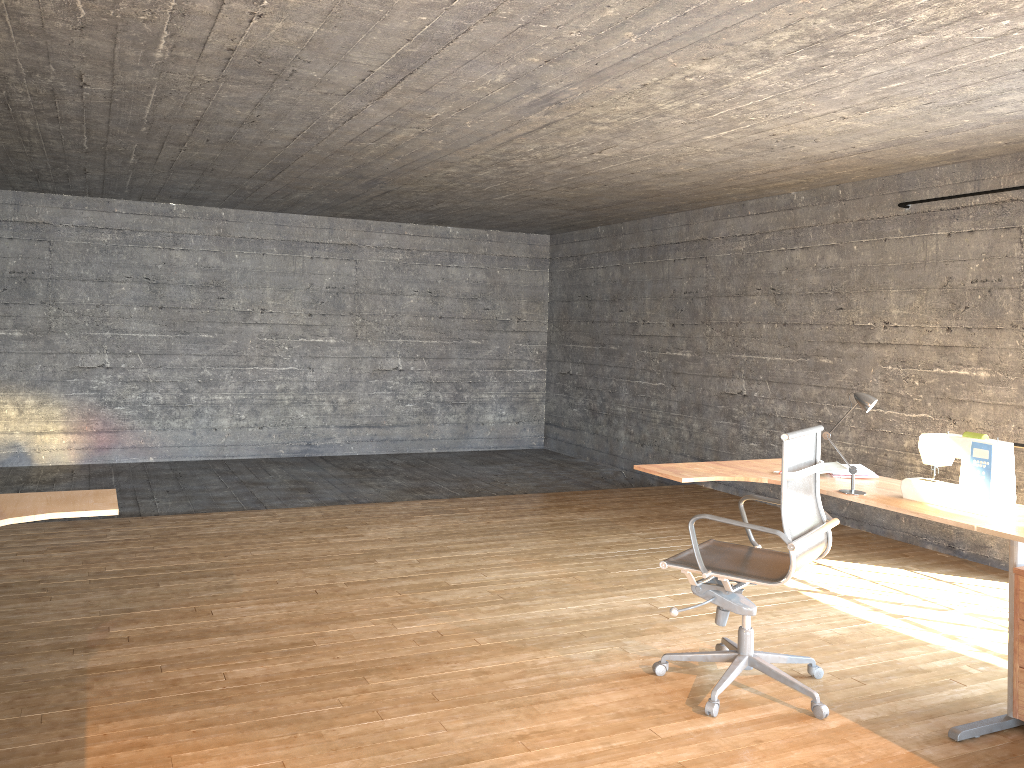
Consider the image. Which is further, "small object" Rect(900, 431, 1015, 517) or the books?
the books

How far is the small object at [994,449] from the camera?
3.2m

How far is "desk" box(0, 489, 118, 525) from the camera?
2.8 meters

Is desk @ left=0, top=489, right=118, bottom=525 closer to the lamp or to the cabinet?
the lamp

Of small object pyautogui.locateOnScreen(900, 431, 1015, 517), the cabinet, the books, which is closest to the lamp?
small object pyautogui.locateOnScreen(900, 431, 1015, 517)

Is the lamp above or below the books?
above

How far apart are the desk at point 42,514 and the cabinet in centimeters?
313cm

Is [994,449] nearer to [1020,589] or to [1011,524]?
[1011,524]

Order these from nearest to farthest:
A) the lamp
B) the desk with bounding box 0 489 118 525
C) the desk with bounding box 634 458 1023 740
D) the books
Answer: the desk with bounding box 0 489 118 525 → the desk with bounding box 634 458 1023 740 → the lamp → the books

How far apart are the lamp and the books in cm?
37
